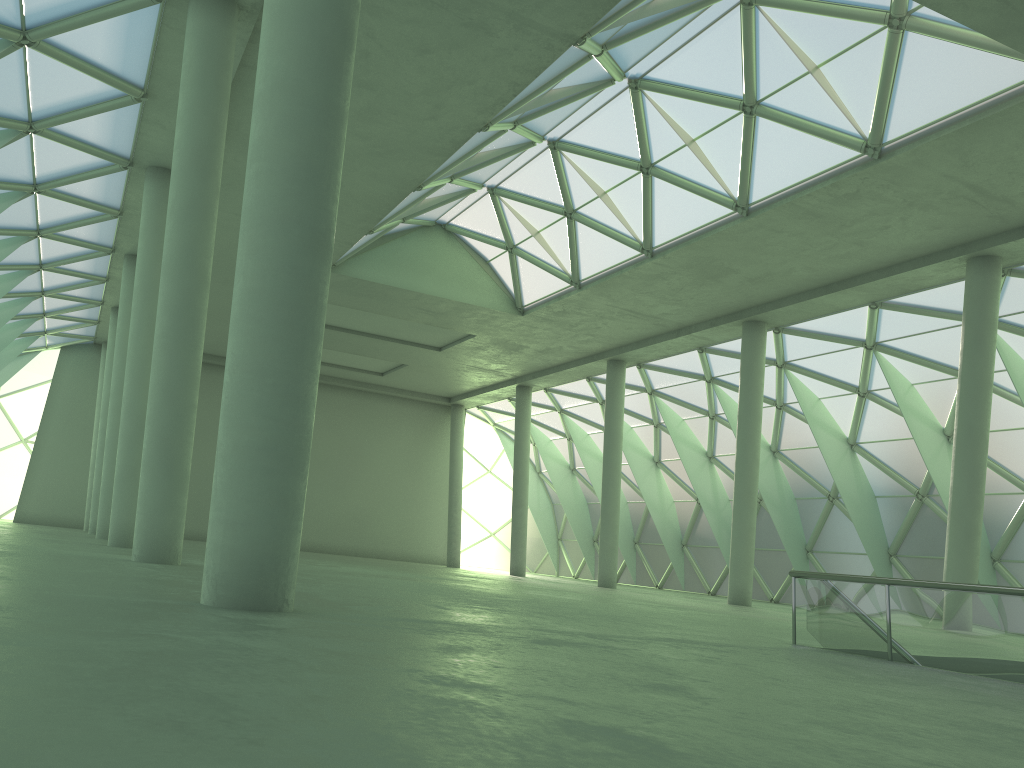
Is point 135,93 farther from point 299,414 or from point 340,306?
point 340,306

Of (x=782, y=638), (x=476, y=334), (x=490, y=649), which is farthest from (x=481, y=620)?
(x=476, y=334)
